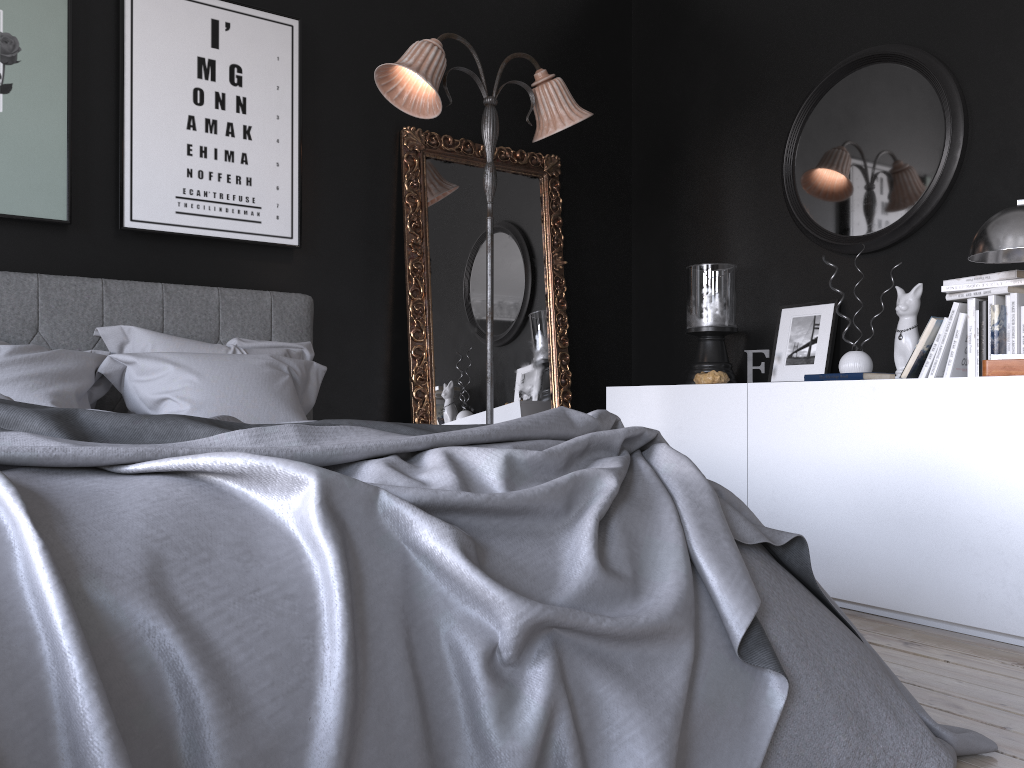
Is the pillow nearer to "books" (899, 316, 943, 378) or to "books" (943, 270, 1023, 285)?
"books" (899, 316, 943, 378)

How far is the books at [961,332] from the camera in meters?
3.3

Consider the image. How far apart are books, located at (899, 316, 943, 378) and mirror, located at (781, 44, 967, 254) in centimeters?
62cm

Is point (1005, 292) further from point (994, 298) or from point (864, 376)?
point (864, 376)

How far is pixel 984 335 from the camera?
3.24m

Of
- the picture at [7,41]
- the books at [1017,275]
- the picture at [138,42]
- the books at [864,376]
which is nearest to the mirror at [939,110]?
the books at [1017,275]

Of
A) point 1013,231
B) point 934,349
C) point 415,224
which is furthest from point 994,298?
point 415,224

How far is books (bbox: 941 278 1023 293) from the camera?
3.2 meters

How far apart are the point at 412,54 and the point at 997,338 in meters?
2.5

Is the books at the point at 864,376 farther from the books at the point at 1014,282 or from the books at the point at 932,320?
the books at the point at 1014,282
